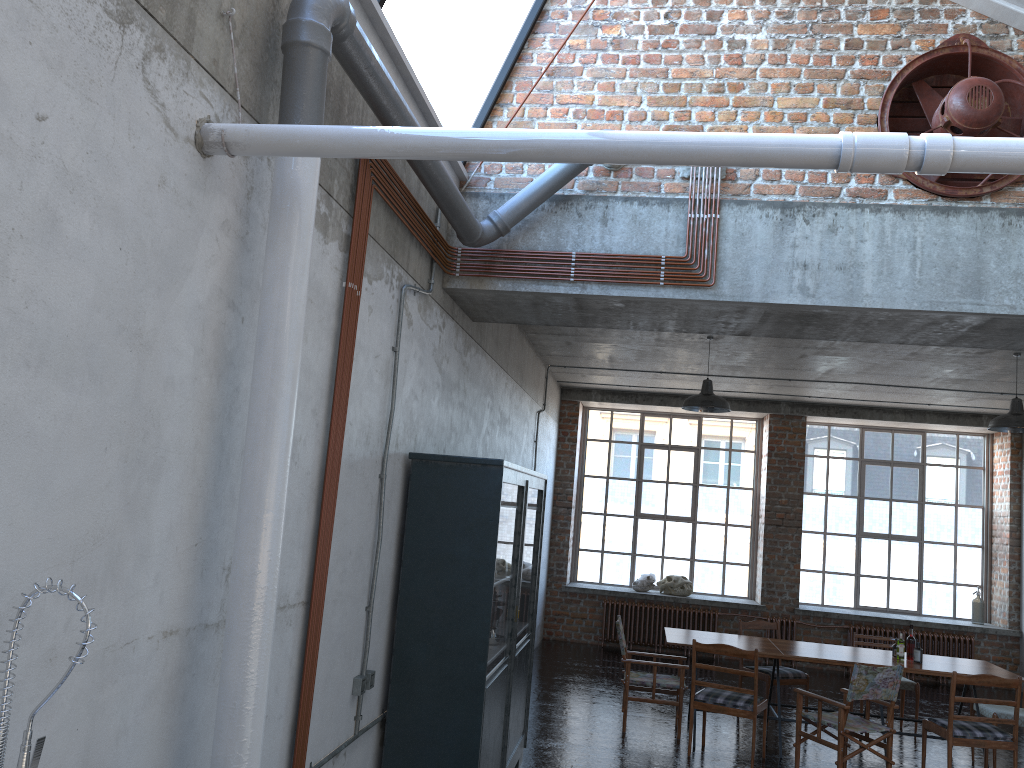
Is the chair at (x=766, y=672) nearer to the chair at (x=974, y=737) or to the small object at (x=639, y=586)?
the chair at (x=974, y=737)

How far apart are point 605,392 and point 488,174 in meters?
8.2

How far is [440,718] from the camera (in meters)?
4.98

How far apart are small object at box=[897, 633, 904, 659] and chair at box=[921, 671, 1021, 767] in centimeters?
81cm

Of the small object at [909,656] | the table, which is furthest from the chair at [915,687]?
the small object at [909,656]

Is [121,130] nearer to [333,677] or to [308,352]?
[308,352]

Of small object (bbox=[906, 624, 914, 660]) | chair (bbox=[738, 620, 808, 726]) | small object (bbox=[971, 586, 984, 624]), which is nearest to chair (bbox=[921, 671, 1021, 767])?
small object (bbox=[906, 624, 914, 660])

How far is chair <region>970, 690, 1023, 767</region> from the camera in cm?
788

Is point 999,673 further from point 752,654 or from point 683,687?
point 683,687

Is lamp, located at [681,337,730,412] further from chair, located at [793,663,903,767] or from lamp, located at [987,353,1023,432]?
chair, located at [793,663,903,767]
